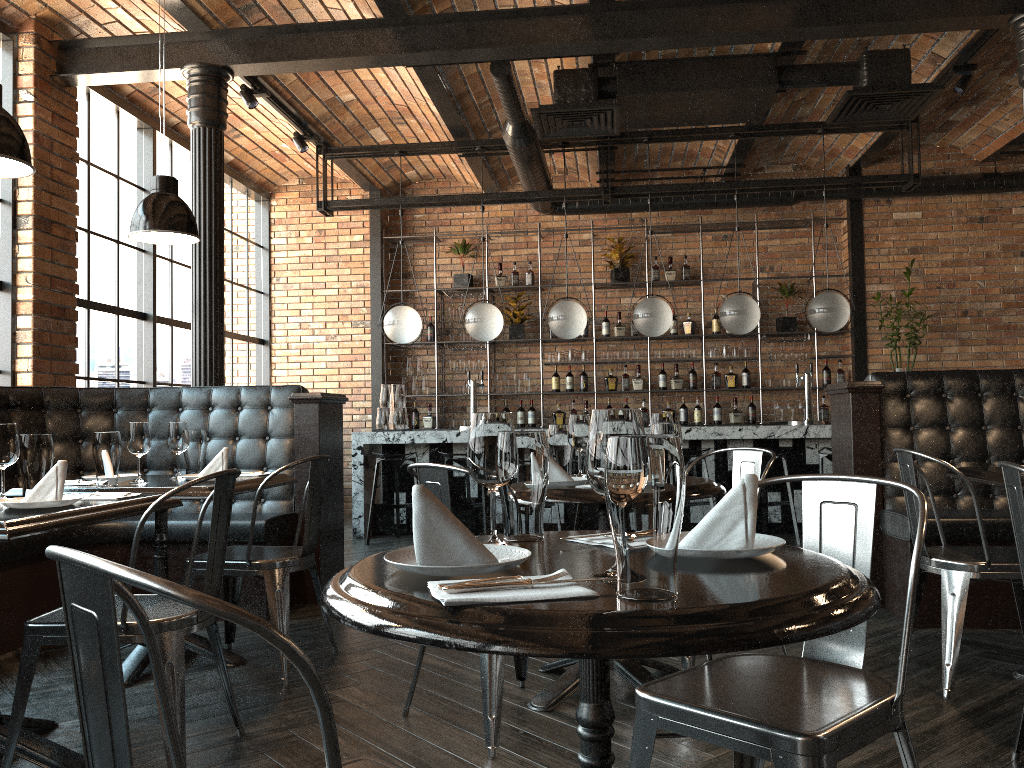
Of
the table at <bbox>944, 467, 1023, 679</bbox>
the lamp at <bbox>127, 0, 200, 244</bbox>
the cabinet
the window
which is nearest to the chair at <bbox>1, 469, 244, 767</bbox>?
the lamp at <bbox>127, 0, 200, 244</bbox>

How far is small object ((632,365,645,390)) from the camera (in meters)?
9.32

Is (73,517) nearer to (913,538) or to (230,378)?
(913,538)

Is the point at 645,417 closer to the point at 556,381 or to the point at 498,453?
the point at 556,381

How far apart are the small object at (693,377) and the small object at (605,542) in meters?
7.8

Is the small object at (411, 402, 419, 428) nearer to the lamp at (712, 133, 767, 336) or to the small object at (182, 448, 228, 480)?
the lamp at (712, 133, 767, 336)

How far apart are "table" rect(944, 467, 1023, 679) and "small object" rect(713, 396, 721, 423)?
5.5 meters

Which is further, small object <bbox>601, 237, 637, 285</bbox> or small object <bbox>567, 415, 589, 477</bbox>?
small object <bbox>601, 237, 637, 285</bbox>

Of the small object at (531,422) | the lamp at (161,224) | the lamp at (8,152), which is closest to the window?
the lamp at (161,224)

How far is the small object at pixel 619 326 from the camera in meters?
9.4 m
